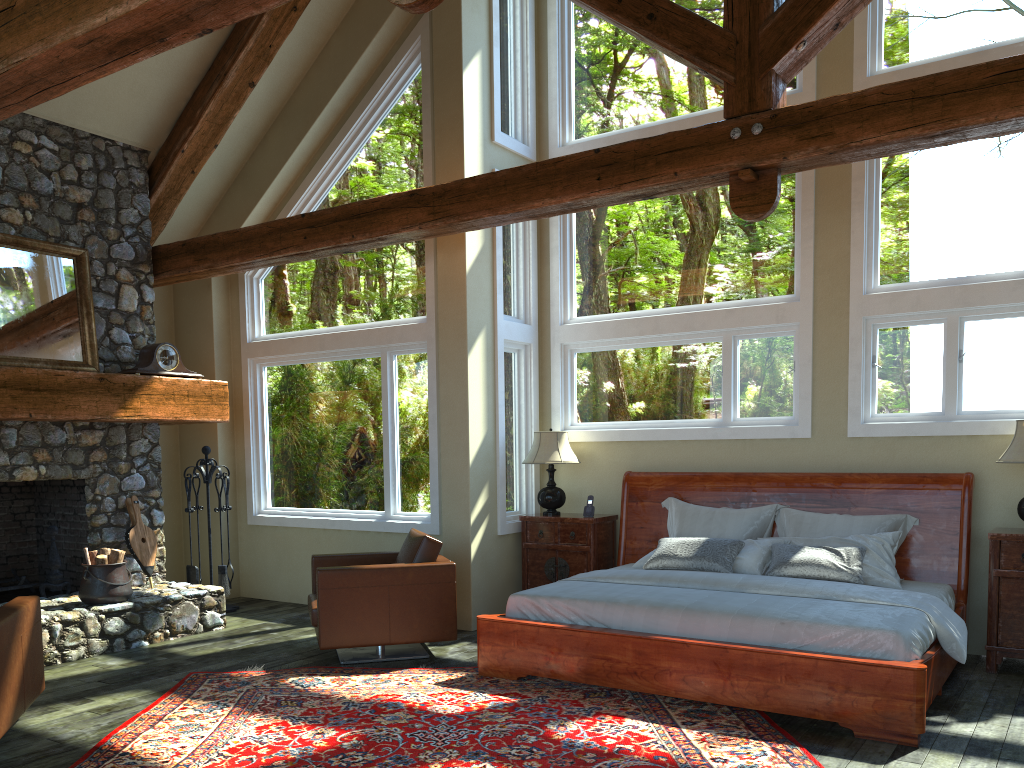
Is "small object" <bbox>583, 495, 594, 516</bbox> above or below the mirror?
below

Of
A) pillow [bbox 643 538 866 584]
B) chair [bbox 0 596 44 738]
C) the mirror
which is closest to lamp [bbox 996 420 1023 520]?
pillow [bbox 643 538 866 584]

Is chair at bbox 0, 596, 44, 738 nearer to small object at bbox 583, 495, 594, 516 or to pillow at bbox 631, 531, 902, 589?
pillow at bbox 631, 531, 902, 589

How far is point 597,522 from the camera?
7.4 meters

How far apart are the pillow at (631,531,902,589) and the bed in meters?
0.1

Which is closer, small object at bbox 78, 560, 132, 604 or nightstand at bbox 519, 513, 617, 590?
small object at bbox 78, 560, 132, 604

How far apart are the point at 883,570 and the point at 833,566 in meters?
0.4

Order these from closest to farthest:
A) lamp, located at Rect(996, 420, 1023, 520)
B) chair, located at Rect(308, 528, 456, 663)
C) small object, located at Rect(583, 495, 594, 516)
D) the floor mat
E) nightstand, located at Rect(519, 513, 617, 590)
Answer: the floor mat, lamp, located at Rect(996, 420, 1023, 520), chair, located at Rect(308, 528, 456, 663), nightstand, located at Rect(519, 513, 617, 590), small object, located at Rect(583, 495, 594, 516)

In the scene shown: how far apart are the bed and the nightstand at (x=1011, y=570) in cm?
18

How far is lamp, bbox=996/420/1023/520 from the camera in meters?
5.6
